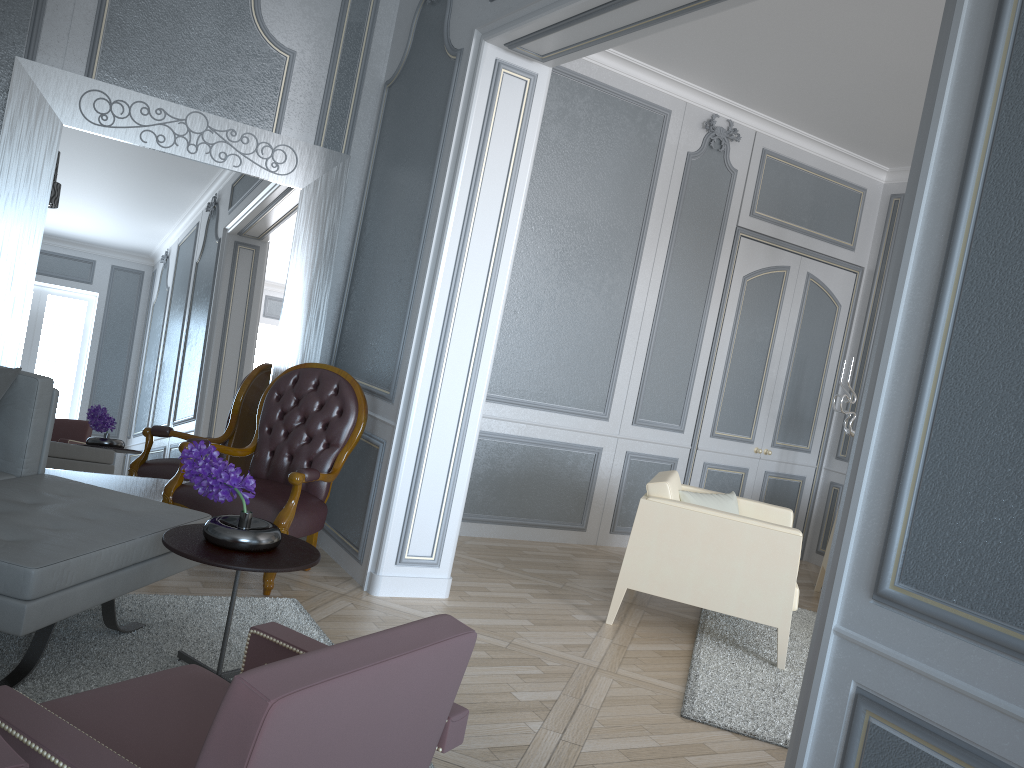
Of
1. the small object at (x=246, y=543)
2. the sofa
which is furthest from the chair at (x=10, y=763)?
the small object at (x=246, y=543)

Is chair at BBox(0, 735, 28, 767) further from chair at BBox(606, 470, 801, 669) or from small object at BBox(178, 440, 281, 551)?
chair at BBox(606, 470, 801, 669)

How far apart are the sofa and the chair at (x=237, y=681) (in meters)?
0.58

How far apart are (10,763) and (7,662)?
1.8m

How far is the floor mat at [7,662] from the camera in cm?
227

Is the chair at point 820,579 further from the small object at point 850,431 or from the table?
the table

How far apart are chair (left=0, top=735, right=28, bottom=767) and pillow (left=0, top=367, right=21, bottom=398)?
2.2 meters

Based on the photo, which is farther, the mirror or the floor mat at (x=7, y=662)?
the mirror

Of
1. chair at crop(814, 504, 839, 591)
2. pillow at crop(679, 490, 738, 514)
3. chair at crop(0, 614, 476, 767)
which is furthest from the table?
chair at crop(814, 504, 839, 591)

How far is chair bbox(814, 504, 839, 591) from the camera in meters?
5.2
